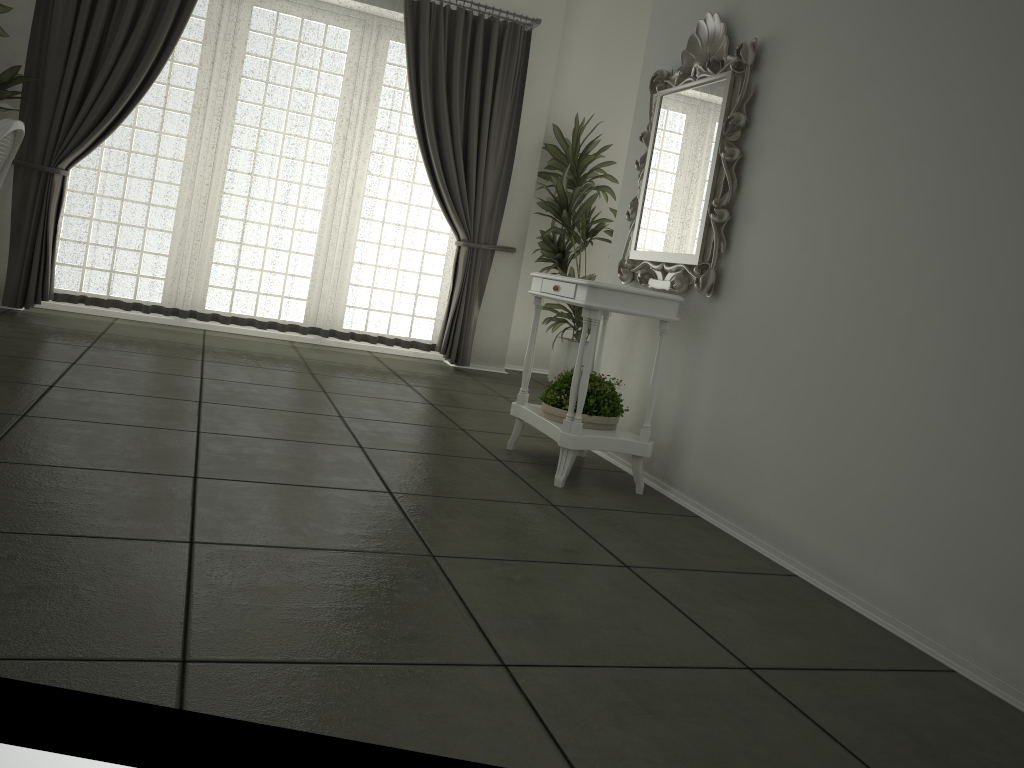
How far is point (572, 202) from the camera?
6.4 meters

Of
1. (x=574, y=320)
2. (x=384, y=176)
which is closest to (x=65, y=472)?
(x=384, y=176)

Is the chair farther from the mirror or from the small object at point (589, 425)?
the mirror

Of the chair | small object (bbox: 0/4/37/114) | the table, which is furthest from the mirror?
small object (bbox: 0/4/37/114)

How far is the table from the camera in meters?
3.4

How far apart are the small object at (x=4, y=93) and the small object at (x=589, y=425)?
3.75m

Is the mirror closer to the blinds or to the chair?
the blinds

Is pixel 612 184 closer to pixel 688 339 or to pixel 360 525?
pixel 688 339

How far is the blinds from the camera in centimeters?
545cm

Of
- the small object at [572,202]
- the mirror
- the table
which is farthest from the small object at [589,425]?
the small object at [572,202]
